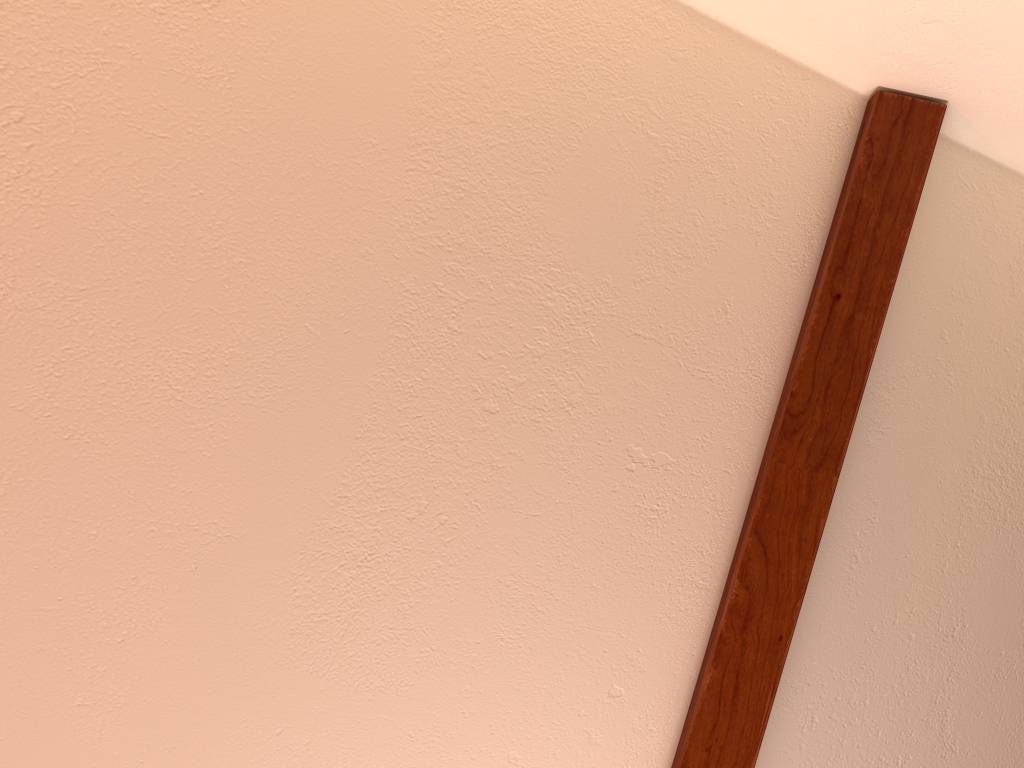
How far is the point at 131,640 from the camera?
1.0 meters
